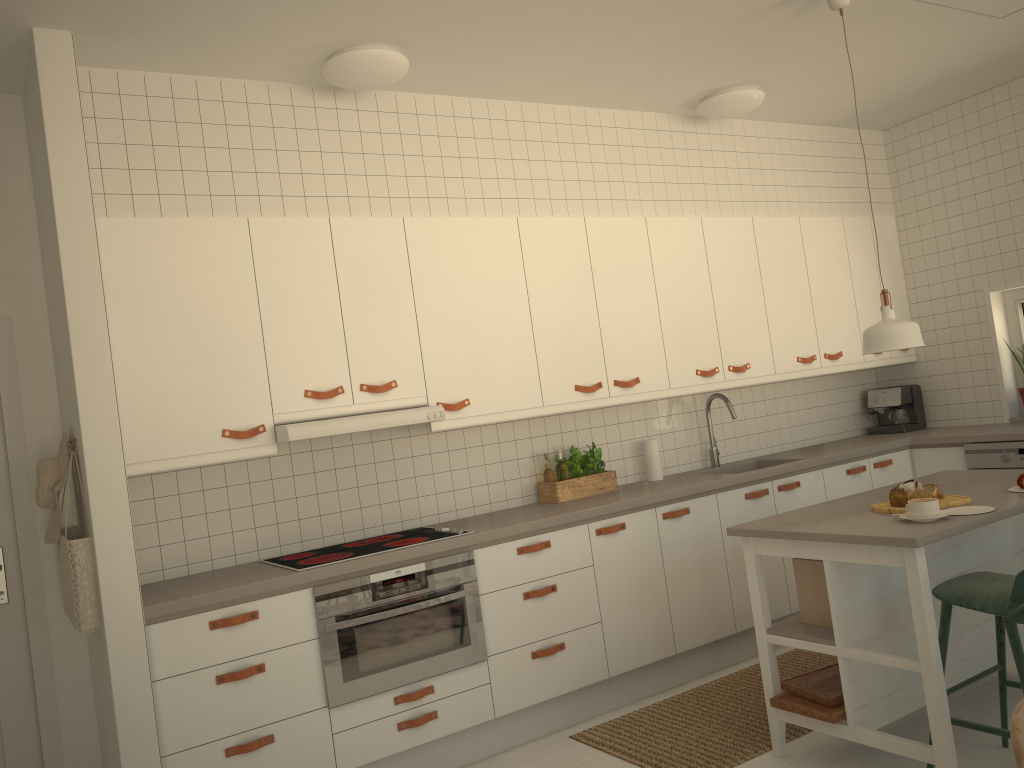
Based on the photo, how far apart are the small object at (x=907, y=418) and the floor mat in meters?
1.9 m

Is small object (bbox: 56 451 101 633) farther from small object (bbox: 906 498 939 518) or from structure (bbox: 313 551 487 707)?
small object (bbox: 906 498 939 518)

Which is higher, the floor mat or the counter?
the counter

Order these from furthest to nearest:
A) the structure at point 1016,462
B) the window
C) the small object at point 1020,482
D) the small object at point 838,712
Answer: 1. the window
2. the structure at point 1016,462
3. the small object at point 1020,482
4. the small object at point 838,712

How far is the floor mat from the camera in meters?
3.4

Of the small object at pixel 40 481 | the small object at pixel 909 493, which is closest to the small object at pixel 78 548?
the small object at pixel 40 481

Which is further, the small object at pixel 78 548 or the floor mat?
the floor mat

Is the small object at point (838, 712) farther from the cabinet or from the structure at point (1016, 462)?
the structure at point (1016, 462)

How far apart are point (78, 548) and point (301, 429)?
0.9 meters

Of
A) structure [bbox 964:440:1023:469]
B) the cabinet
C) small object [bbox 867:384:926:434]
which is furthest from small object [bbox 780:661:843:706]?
small object [bbox 867:384:926:434]
